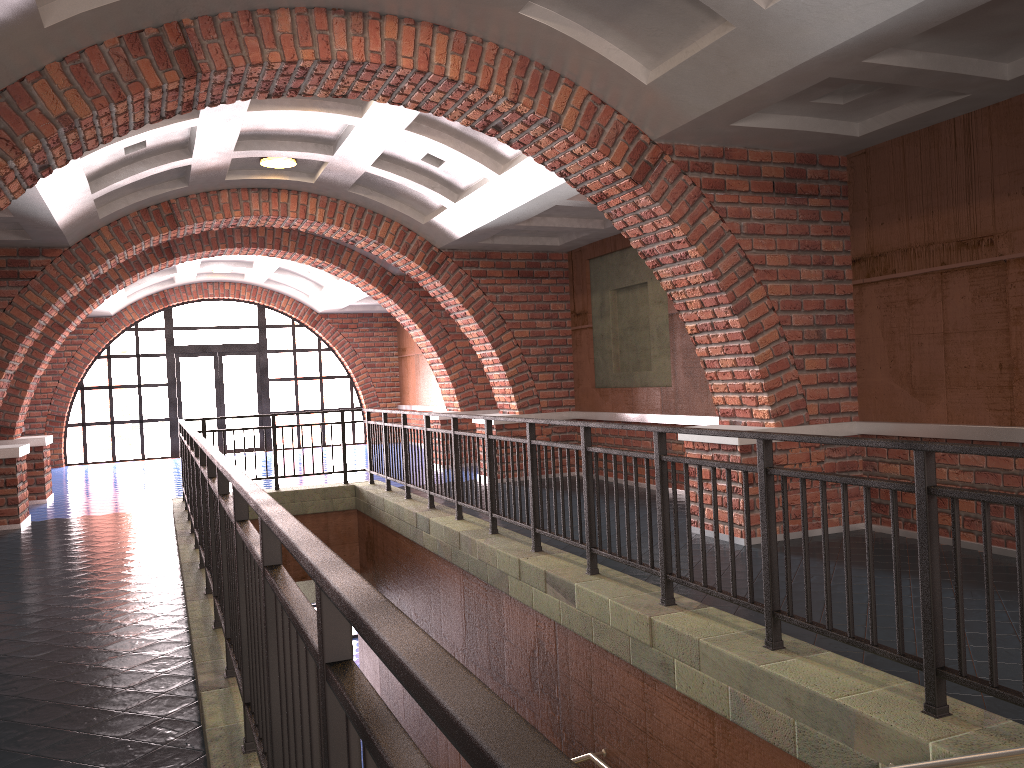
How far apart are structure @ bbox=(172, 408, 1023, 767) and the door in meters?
9.3

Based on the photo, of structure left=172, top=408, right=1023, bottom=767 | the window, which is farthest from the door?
structure left=172, top=408, right=1023, bottom=767

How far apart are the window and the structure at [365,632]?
9.3m

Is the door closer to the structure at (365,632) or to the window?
the window

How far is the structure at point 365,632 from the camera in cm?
107

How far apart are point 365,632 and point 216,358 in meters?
19.3

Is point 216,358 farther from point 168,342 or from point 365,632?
point 365,632

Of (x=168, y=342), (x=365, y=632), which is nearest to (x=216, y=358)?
(x=168, y=342)

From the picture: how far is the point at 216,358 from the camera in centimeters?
1932cm

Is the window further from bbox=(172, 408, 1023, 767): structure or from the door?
bbox=(172, 408, 1023, 767): structure
